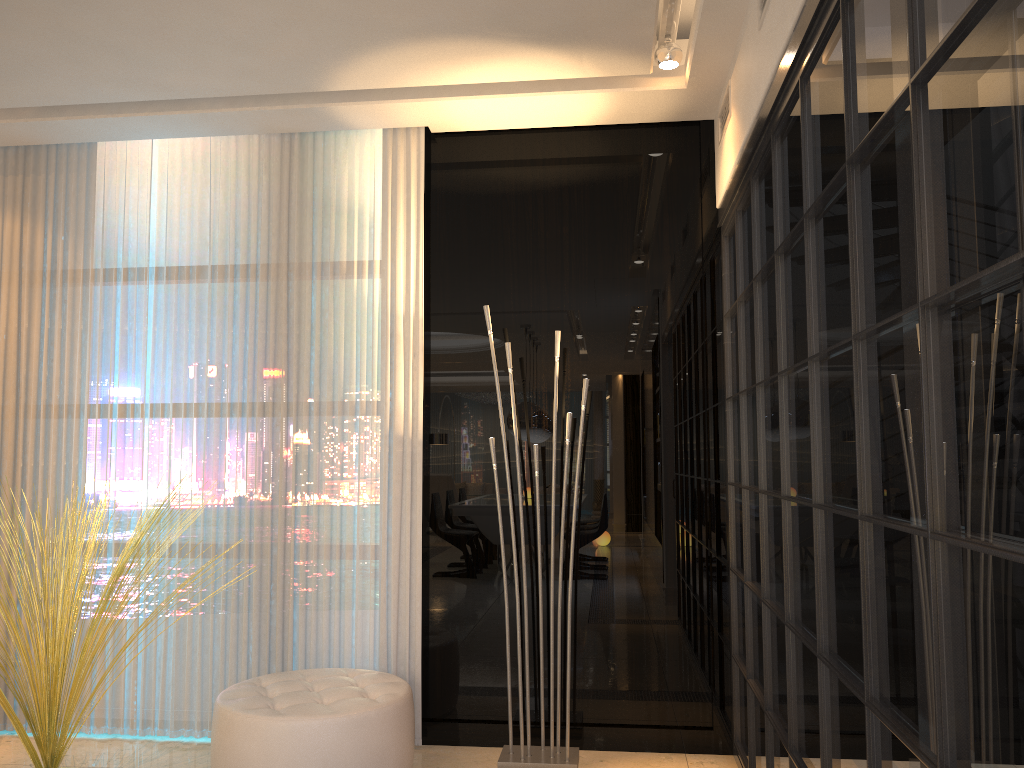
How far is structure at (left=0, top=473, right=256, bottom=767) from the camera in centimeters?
310cm

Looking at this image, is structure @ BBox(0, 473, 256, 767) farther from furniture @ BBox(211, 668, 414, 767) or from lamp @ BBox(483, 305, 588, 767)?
lamp @ BBox(483, 305, 588, 767)

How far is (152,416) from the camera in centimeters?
391cm

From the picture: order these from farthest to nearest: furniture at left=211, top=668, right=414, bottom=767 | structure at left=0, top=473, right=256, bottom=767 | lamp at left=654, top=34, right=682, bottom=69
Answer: lamp at left=654, top=34, right=682, bottom=69 < structure at left=0, top=473, right=256, bottom=767 < furniture at left=211, top=668, right=414, bottom=767

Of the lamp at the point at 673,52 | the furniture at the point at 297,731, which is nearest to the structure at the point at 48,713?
the furniture at the point at 297,731

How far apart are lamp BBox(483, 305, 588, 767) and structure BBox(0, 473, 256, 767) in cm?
154

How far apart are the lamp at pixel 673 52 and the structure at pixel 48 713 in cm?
258

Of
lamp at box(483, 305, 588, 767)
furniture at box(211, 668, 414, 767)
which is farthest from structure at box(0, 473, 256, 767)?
lamp at box(483, 305, 588, 767)

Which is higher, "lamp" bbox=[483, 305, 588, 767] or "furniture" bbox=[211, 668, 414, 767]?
"furniture" bbox=[211, 668, 414, 767]

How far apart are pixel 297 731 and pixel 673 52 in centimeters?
275cm
